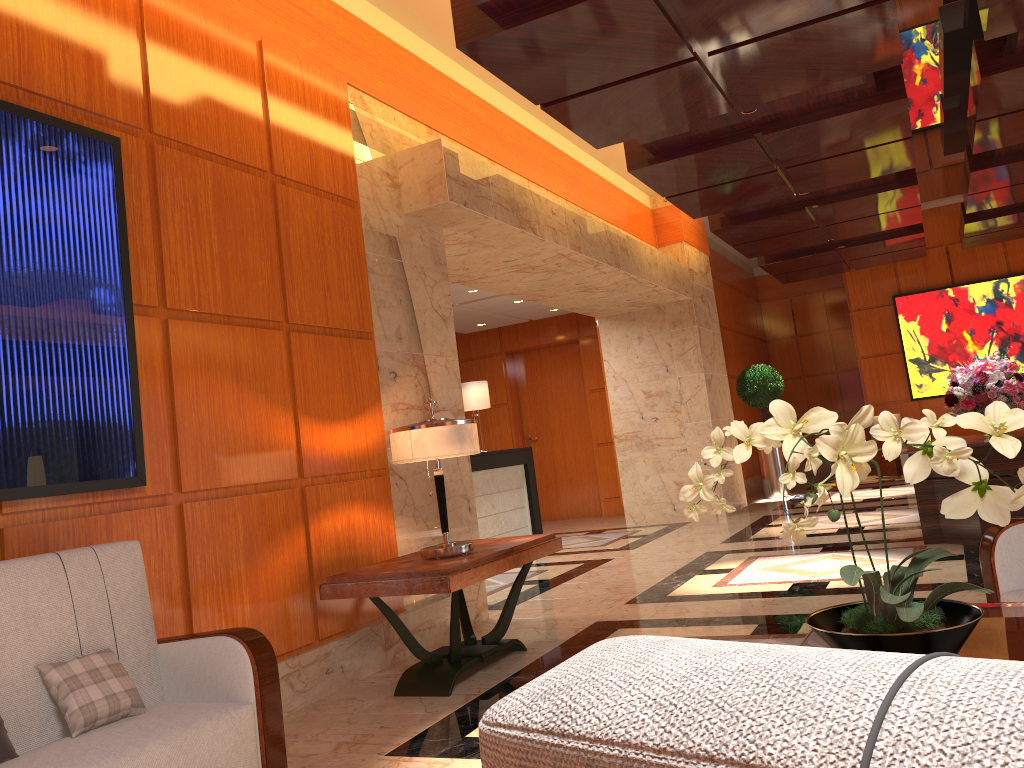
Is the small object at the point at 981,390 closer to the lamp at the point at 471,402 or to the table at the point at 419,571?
the table at the point at 419,571

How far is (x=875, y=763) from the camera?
0.3m

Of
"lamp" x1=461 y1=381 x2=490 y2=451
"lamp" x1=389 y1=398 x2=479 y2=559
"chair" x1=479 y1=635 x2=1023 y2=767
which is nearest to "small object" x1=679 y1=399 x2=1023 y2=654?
"chair" x1=479 y1=635 x2=1023 y2=767

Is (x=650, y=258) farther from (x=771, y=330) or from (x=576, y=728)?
(x=576, y=728)

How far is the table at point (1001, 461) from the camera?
6.2 meters

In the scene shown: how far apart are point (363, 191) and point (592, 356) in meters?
8.1

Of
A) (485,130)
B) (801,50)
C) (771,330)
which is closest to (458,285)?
(485,130)

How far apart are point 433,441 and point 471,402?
5.85m

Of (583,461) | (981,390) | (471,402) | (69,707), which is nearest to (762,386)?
(583,461)

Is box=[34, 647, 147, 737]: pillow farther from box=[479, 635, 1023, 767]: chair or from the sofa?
box=[479, 635, 1023, 767]: chair
